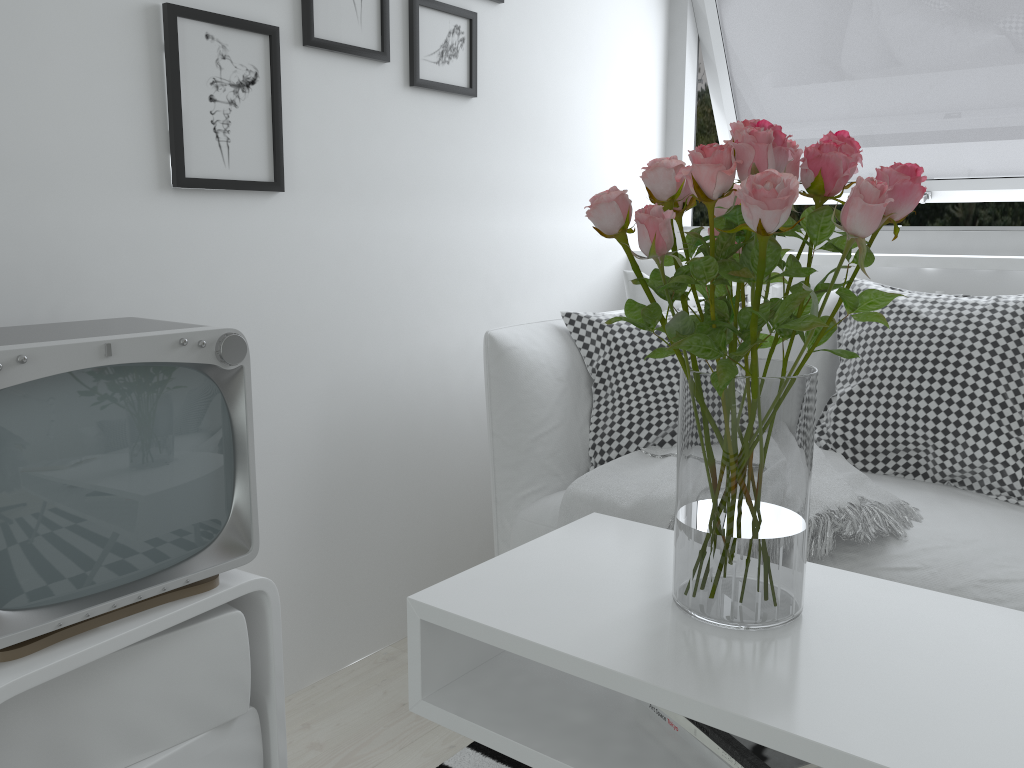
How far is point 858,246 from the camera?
0.9 meters

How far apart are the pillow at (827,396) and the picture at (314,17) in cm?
79

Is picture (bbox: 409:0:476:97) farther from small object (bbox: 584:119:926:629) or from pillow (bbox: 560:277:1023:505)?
small object (bbox: 584:119:926:629)

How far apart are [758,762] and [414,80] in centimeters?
156cm

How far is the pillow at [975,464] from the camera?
1.80m

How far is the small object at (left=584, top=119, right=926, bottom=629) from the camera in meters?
0.9 m

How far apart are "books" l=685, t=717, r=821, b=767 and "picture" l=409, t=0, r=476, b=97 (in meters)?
1.49

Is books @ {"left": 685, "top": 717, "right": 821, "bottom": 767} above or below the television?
below

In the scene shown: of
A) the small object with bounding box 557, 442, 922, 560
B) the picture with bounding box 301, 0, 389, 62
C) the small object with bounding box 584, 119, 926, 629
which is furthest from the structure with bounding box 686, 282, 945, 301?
the small object with bounding box 584, 119, 926, 629

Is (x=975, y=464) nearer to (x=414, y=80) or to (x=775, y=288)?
(x=775, y=288)
